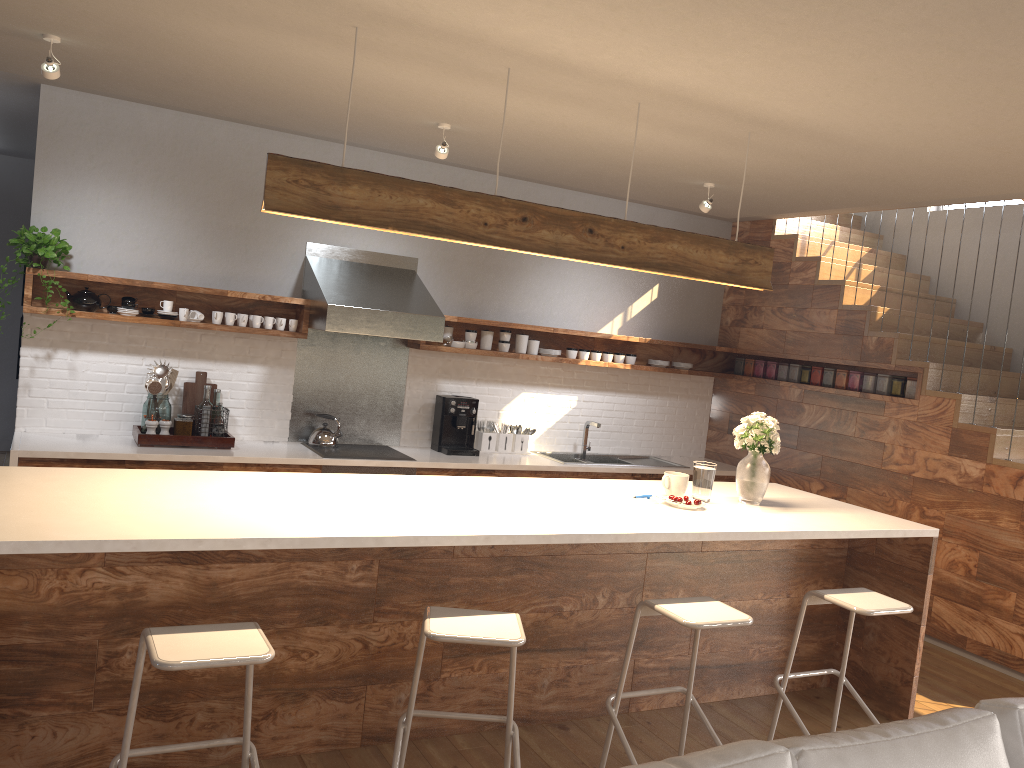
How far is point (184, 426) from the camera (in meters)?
5.29

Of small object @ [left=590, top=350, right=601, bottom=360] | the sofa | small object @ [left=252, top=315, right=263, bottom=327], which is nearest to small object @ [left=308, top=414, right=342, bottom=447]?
small object @ [left=252, top=315, right=263, bottom=327]

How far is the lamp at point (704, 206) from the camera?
5.6m

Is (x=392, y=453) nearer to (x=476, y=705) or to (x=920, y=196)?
(x=476, y=705)

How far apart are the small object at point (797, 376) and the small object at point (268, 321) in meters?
3.9 m

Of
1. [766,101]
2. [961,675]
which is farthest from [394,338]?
[961,675]

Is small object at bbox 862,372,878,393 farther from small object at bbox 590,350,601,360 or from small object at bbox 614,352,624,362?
small object at bbox 590,350,601,360

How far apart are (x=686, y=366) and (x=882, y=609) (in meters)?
3.72

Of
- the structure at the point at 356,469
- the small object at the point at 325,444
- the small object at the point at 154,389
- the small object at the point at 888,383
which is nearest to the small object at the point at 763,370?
the small object at the point at 888,383

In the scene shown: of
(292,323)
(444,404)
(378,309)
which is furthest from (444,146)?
(444,404)
